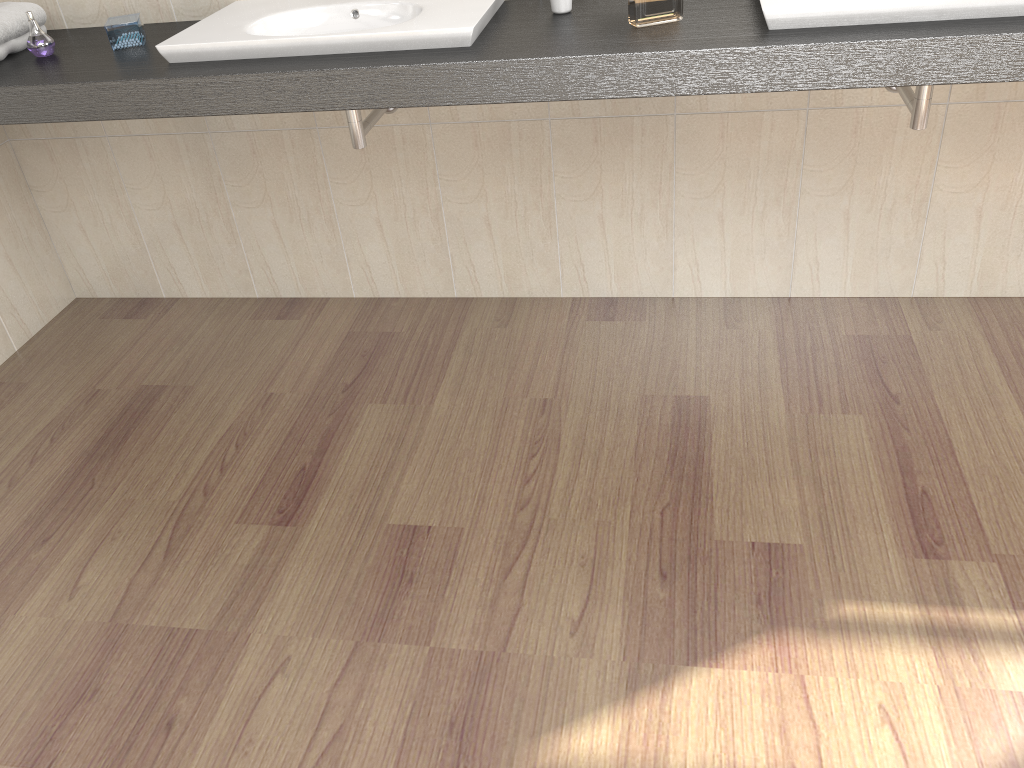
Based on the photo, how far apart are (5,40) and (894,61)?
1.88m

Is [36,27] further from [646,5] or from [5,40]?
[646,5]

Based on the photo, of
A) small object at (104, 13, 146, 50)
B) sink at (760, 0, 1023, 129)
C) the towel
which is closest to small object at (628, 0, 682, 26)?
sink at (760, 0, 1023, 129)

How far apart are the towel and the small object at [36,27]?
0.07m

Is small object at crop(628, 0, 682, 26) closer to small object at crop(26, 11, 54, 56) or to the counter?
the counter

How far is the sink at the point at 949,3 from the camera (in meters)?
1.53

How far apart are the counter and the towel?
0.0m

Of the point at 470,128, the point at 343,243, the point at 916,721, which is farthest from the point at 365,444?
the point at 916,721

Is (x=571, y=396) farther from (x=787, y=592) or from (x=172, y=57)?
(x=172, y=57)

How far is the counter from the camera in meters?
1.5 m
